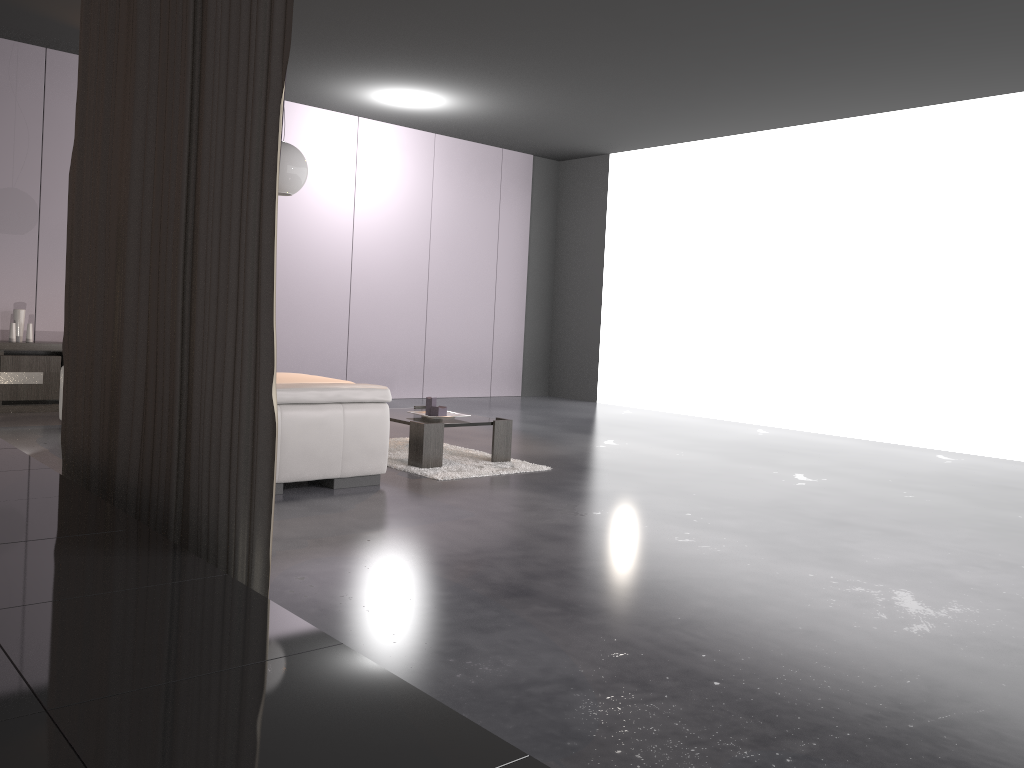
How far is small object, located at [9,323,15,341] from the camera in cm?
706

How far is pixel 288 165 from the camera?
4.77m

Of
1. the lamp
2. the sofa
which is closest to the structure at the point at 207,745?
the sofa

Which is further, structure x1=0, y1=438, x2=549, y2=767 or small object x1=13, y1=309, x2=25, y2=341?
small object x1=13, y1=309, x2=25, y2=341

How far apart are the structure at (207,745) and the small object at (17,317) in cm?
408

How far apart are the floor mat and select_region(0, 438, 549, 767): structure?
2.2 meters

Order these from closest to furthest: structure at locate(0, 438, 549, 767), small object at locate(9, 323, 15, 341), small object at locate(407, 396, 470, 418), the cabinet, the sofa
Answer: structure at locate(0, 438, 549, 767)
the sofa
small object at locate(407, 396, 470, 418)
the cabinet
small object at locate(9, 323, 15, 341)

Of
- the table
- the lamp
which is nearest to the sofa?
the table

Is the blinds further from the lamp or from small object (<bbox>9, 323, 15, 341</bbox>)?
small object (<bbox>9, 323, 15, 341</bbox>)

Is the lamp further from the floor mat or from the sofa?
the floor mat
